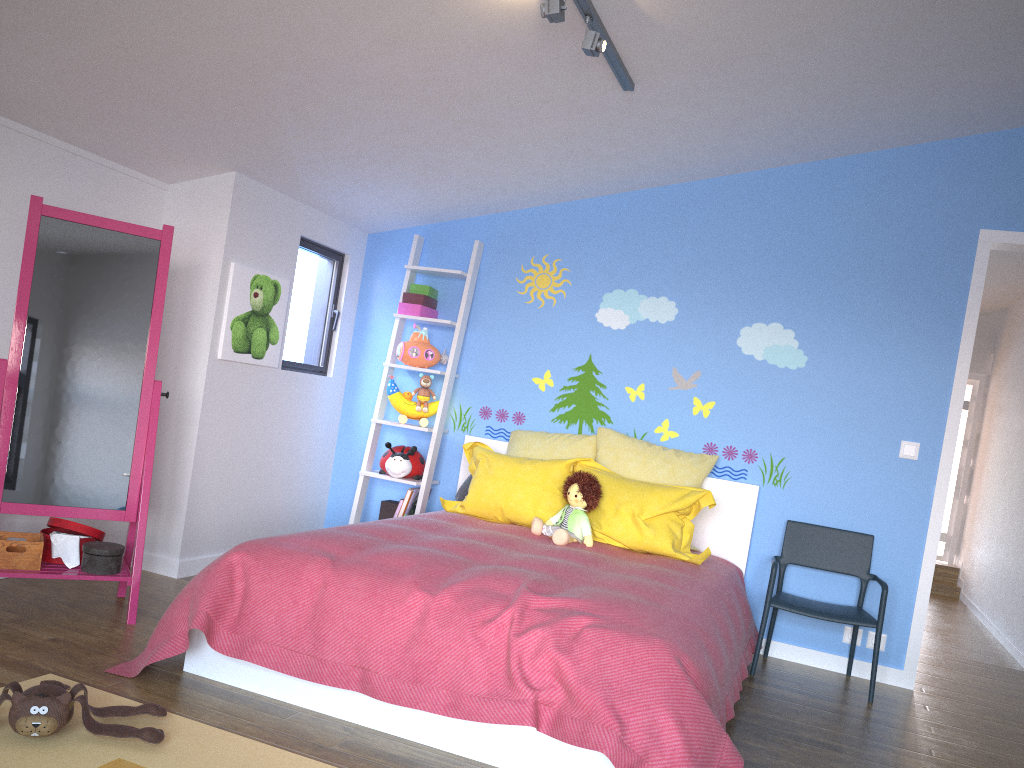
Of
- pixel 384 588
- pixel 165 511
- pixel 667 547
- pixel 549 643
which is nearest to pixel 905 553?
pixel 667 547

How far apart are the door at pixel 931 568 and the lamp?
1.90m

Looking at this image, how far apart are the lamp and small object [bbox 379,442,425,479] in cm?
215

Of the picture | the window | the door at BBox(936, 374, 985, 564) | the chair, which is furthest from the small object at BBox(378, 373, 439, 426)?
the door at BBox(936, 374, 985, 564)

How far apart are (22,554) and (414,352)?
2.14m

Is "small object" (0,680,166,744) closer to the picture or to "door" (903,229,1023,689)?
the picture

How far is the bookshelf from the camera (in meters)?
4.62

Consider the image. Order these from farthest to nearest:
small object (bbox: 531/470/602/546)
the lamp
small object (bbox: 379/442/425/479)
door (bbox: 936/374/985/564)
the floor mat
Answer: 1. door (bbox: 936/374/985/564)
2. small object (bbox: 379/442/425/479)
3. small object (bbox: 531/470/602/546)
4. the lamp
5. the floor mat

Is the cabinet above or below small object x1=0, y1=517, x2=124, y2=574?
above

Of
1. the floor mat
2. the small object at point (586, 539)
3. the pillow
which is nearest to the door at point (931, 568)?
the pillow
